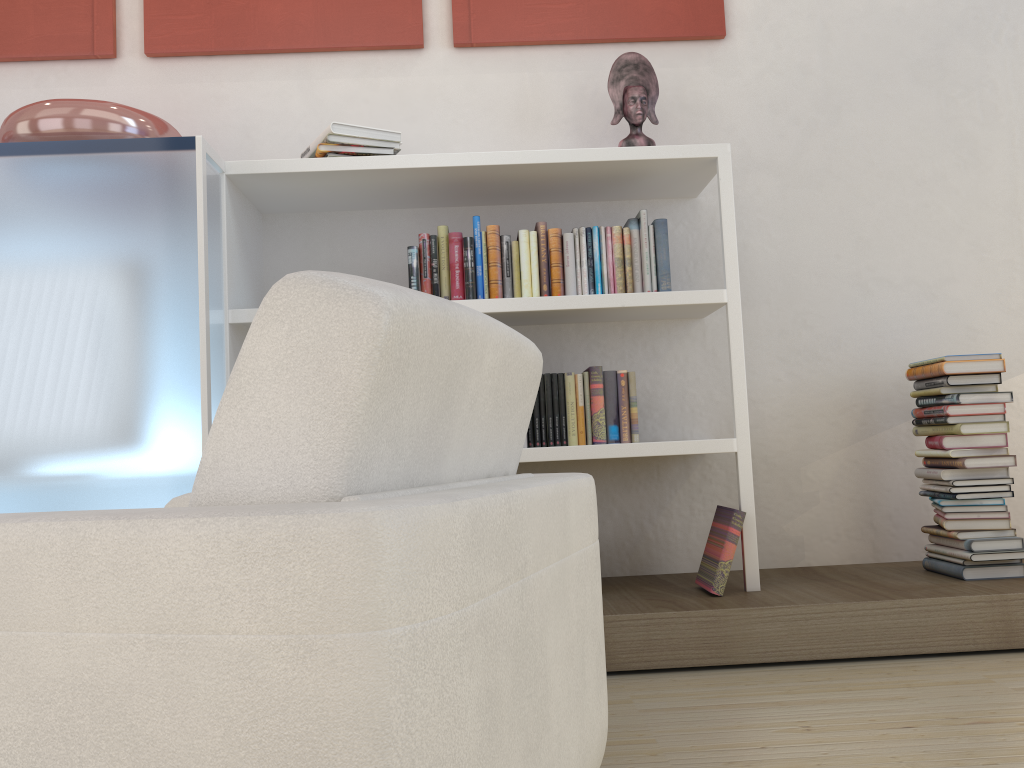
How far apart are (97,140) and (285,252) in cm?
80

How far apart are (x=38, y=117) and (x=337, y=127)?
0.9m

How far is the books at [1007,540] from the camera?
2.7 meters

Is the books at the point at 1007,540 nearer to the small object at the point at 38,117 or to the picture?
the picture

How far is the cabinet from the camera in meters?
2.4 m

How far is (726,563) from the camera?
2.6m

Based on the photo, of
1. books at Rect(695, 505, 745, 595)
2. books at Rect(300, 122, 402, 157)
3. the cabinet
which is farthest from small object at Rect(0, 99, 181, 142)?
books at Rect(695, 505, 745, 595)

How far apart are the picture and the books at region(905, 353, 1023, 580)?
1.4 meters

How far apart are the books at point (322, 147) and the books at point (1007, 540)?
1.87m

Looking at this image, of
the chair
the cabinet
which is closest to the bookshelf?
the cabinet
